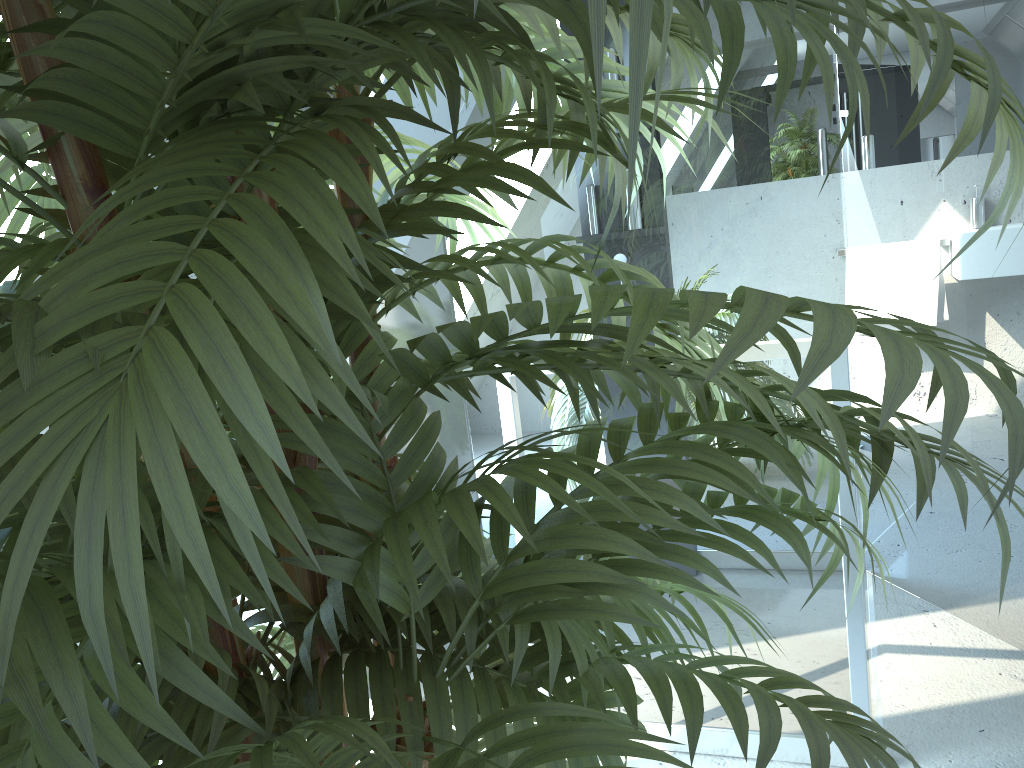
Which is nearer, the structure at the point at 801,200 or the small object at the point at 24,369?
the small object at the point at 24,369

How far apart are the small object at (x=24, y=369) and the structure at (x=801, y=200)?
0.7 meters

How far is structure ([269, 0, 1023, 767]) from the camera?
1.6m

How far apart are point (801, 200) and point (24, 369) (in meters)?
1.46

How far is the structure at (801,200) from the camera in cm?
156

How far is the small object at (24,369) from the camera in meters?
0.3

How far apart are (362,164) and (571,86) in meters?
0.2

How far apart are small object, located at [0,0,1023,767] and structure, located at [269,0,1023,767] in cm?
67

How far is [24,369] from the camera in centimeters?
32cm
